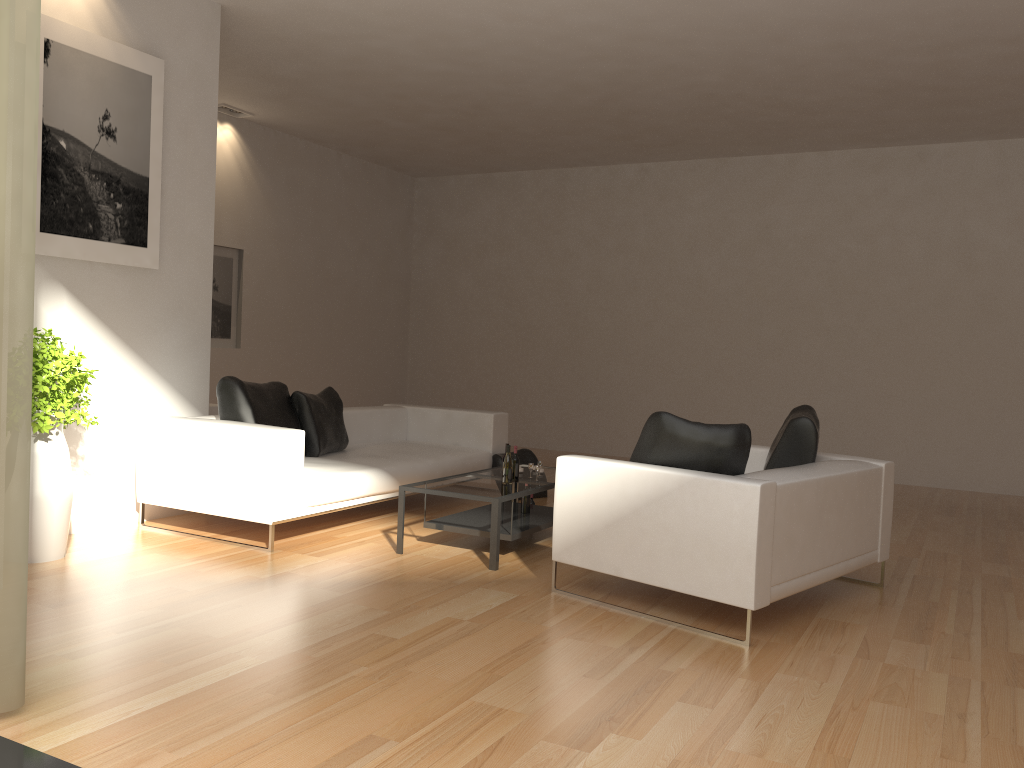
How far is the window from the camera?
2.5 meters

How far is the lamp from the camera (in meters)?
9.53

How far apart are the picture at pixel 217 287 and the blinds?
7.0 meters

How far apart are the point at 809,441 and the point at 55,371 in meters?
4.2 m

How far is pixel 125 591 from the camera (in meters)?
4.47

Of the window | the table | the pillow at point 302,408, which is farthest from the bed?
A: the window

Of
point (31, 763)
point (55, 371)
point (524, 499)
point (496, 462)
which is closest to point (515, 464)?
point (524, 499)

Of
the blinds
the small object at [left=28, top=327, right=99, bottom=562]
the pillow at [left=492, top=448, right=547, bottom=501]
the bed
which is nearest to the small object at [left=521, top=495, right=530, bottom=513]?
the bed

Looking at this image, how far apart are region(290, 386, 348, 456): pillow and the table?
1.2 meters

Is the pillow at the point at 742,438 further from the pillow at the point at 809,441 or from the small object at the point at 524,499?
the small object at the point at 524,499
